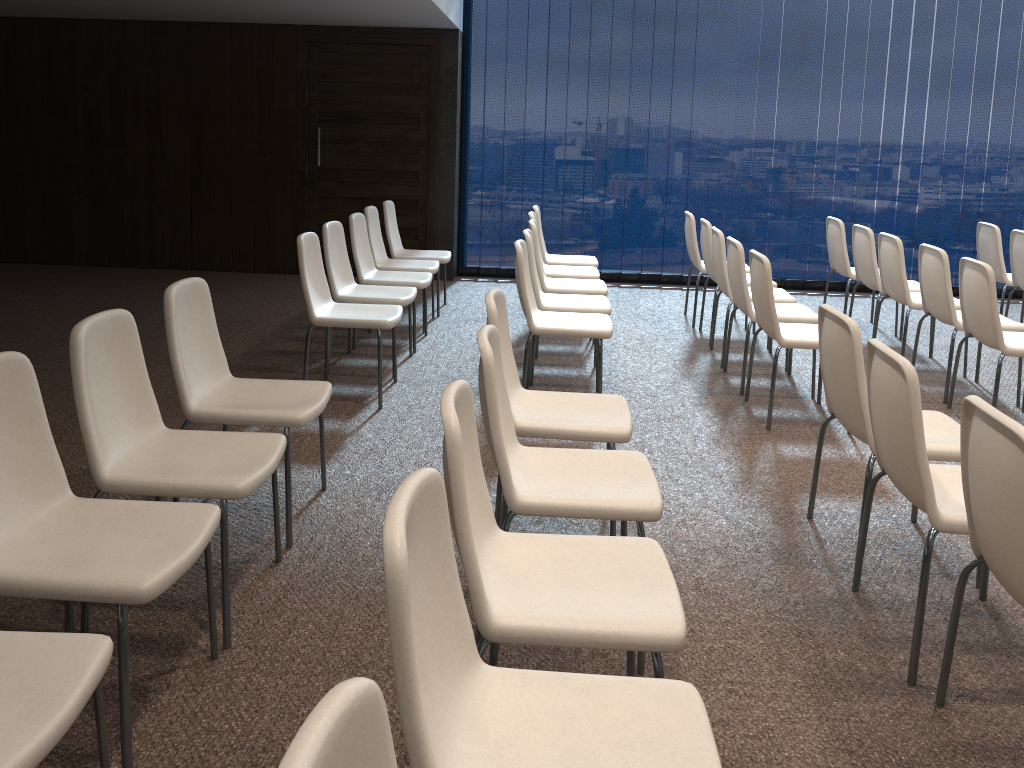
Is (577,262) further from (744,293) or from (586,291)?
(744,293)

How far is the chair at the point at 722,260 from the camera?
5.7 meters

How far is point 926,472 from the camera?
2.45m

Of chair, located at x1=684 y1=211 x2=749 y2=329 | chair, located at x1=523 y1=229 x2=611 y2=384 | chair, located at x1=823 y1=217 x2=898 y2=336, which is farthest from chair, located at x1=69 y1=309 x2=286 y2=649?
chair, located at x1=823 y1=217 x2=898 y2=336

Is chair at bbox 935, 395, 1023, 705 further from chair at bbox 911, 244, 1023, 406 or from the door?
the door

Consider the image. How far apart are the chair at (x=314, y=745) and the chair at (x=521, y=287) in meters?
3.6 m

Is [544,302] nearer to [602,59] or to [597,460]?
[597,460]

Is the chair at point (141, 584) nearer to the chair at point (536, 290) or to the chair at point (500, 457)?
the chair at point (500, 457)

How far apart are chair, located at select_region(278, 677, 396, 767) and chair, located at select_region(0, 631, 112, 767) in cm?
80

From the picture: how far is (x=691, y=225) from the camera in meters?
6.9
